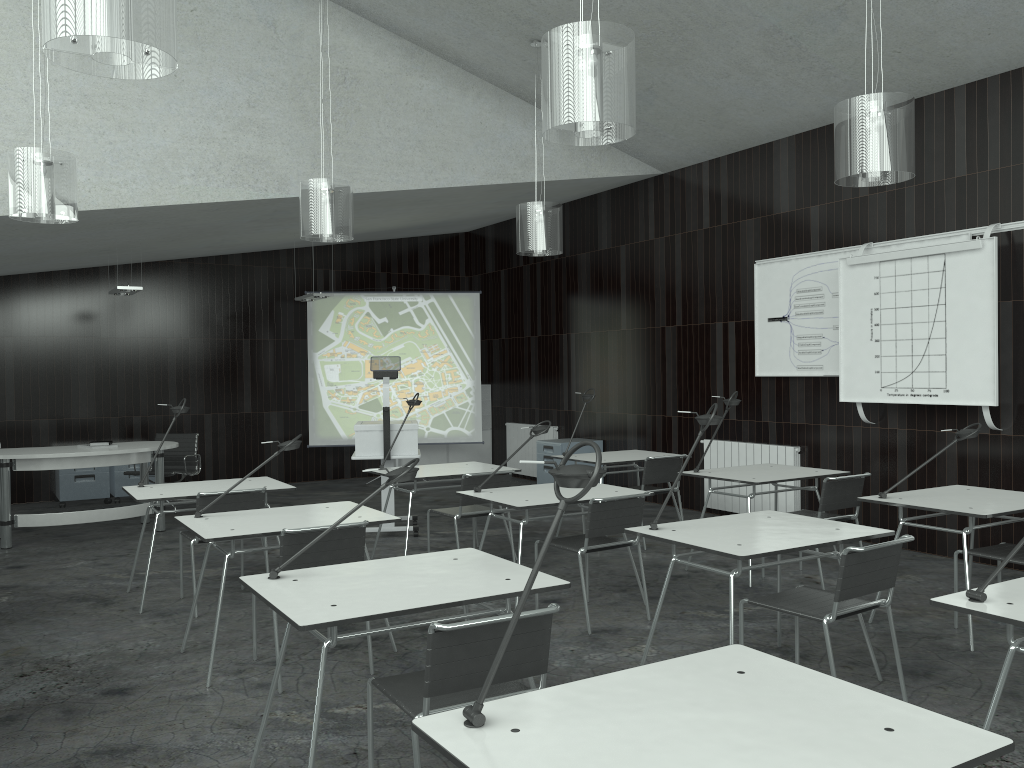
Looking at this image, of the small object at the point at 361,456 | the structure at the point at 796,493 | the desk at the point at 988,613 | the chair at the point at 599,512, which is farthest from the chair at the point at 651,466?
the desk at the point at 988,613

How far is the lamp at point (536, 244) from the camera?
6.6m

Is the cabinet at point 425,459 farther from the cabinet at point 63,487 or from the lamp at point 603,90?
the lamp at point 603,90

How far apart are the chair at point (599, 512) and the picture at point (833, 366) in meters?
2.9

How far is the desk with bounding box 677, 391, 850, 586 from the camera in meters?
5.5

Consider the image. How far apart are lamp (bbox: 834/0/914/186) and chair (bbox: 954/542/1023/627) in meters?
1.9

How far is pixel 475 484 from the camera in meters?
5.7 m

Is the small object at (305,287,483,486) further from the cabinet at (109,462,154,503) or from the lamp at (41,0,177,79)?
the lamp at (41,0,177,79)

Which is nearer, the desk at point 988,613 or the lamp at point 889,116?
the desk at point 988,613

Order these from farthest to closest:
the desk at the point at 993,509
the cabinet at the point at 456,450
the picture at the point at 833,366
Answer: the cabinet at the point at 456,450, the picture at the point at 833,366, the desk at the point at 993,509
